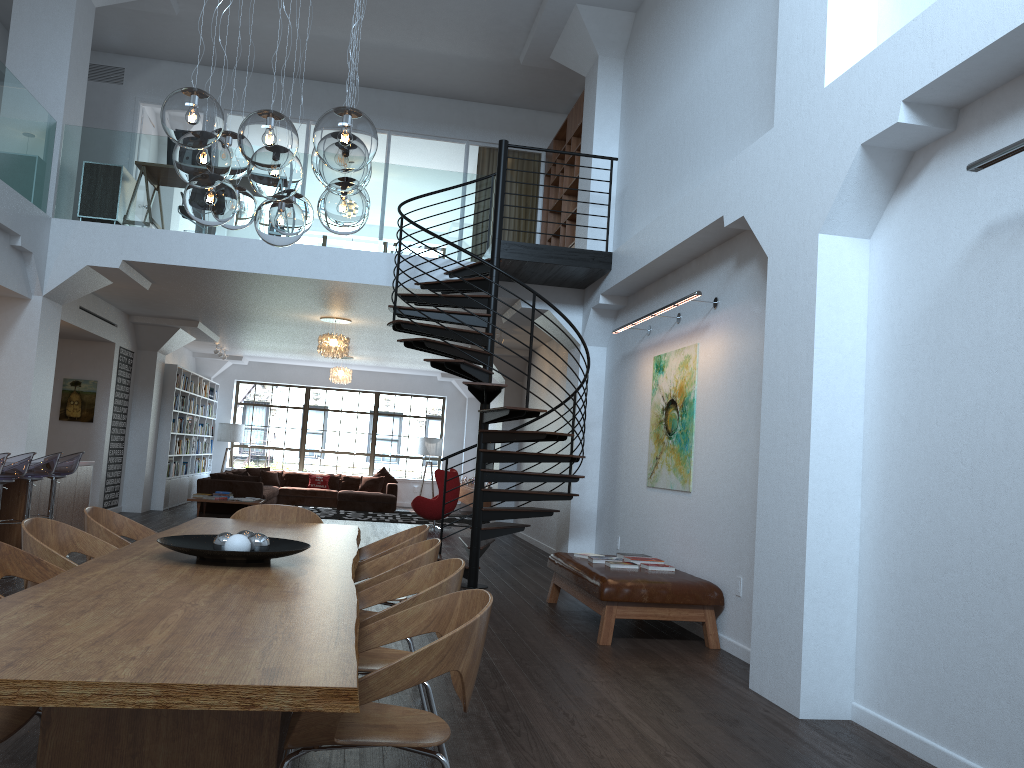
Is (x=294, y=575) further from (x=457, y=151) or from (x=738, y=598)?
(x=457, y=151)

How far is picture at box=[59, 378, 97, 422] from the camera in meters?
12.6 m

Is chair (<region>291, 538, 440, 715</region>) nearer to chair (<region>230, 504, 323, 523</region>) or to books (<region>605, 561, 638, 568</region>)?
chair (<region>230, 504, 323, 523</region>)

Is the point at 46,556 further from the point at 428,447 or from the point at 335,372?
the point at 428,447

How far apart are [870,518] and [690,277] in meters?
3.3

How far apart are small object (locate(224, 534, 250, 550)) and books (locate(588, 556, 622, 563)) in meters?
4.0

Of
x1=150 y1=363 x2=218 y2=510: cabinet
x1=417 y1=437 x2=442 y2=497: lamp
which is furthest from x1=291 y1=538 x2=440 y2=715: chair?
x1=417 y1=437 x2=442 y2=497: lamp

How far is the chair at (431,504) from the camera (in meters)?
14.53

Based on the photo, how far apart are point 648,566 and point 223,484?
9.9m

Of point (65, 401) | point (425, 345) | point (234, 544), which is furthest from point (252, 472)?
point (234, 544)
